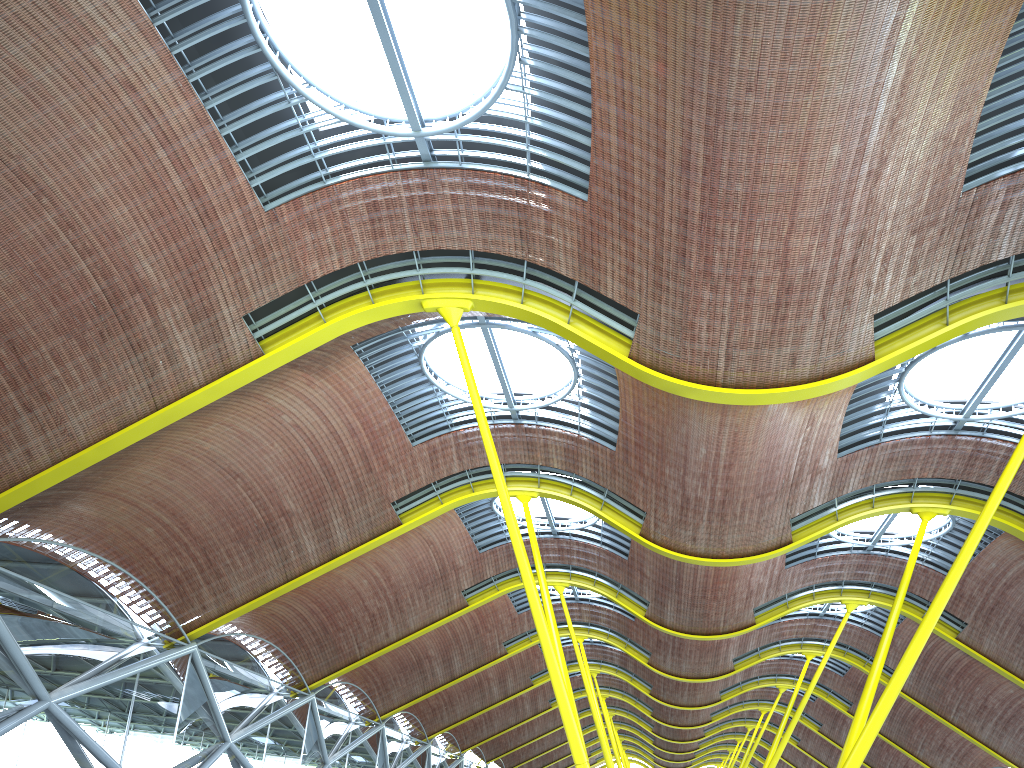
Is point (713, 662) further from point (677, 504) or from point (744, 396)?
point (744, 396)

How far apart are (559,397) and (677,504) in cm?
521
